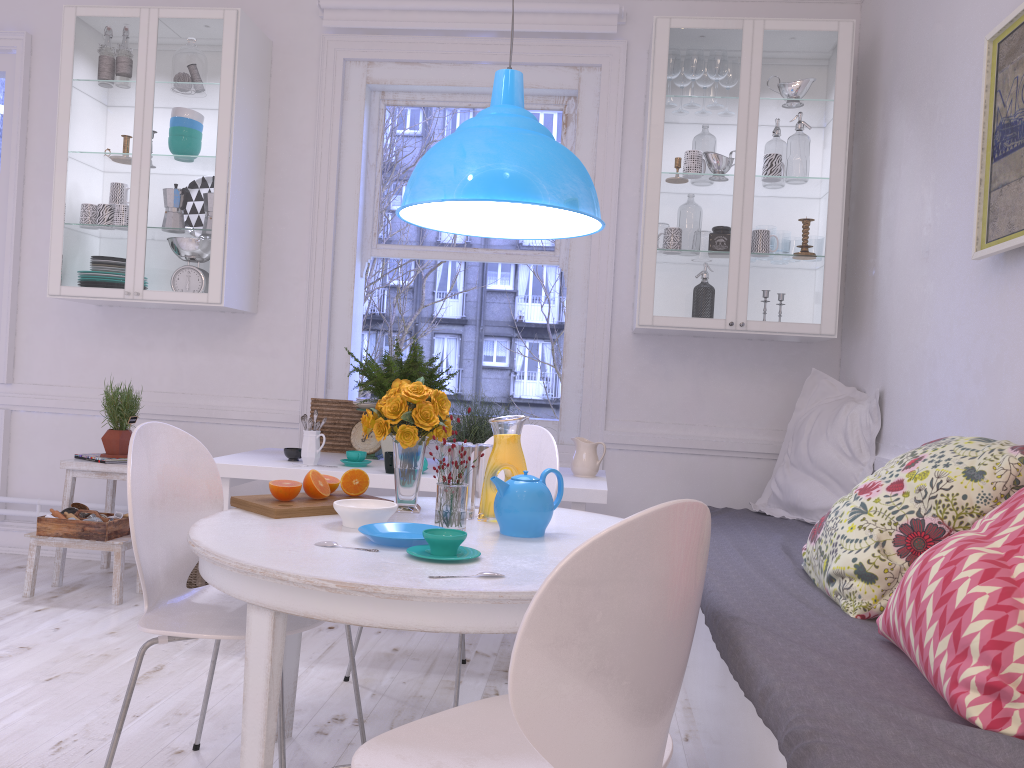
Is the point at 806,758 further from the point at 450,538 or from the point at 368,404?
the point at 368,404

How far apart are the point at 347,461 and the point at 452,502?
1.43m

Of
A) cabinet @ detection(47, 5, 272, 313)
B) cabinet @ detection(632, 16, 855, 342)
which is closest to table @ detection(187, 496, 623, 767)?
cabinet @ detection(632, 16, 855, 342)

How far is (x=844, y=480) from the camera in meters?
3.5

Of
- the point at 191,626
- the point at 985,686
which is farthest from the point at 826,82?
the point at 191,626

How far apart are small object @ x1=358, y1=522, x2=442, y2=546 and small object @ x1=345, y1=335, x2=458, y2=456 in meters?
1.6

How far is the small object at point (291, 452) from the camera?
3.4m

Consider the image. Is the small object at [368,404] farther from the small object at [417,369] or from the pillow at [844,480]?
the pillow at [844,480]

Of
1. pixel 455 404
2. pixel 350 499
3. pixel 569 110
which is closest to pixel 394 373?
pixel 350 499

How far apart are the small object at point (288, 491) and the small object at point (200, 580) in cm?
167
